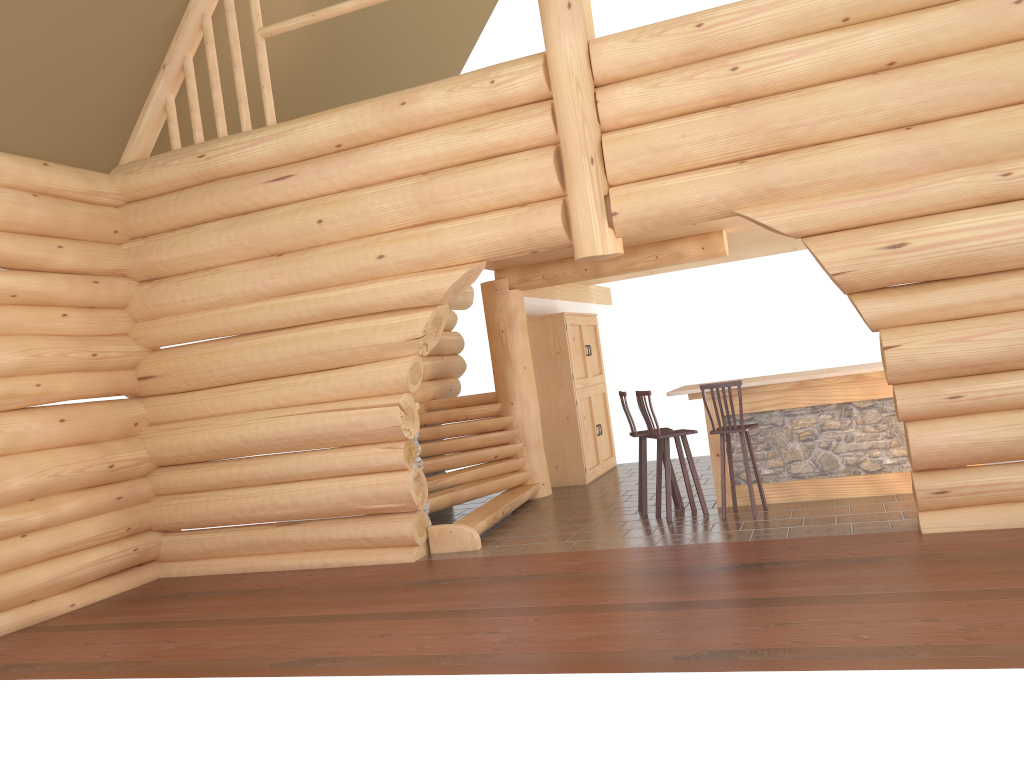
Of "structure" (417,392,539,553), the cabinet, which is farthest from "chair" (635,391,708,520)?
the cabinet

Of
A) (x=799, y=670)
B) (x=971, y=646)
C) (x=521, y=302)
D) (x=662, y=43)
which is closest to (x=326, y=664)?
(x=799, y=670)

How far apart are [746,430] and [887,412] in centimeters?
148cm

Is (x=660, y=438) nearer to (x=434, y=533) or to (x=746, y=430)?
(x=746, y=430)

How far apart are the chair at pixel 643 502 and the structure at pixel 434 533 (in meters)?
1.52

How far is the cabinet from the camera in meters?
12.3

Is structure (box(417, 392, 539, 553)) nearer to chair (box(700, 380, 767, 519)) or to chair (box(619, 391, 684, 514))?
chair (box(619, 391, 684, 514))

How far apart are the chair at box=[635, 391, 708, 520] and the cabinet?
3.2m

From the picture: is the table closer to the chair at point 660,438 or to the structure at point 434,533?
the chair at point 660,438

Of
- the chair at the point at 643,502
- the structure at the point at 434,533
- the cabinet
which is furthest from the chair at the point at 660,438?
the cabinet
